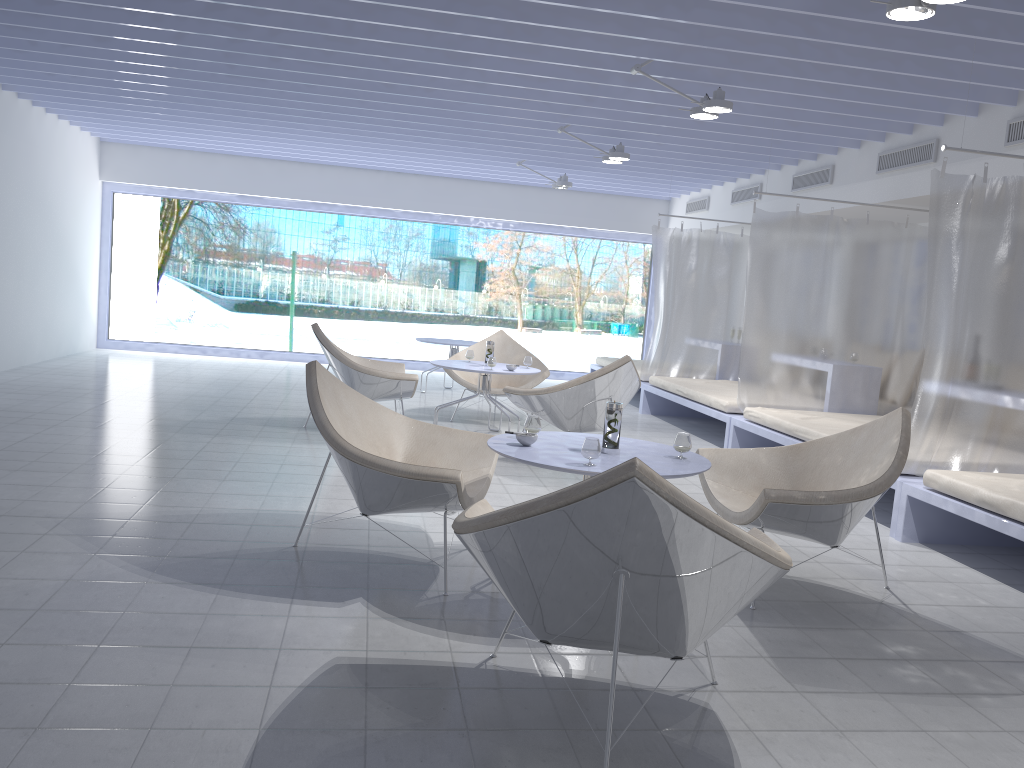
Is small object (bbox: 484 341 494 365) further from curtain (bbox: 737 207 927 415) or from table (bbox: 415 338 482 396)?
table (bbox: 415 338 482 396)

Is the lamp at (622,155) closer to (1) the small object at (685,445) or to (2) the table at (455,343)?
(2) the table at (455,343)

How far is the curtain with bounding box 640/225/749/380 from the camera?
8.7m

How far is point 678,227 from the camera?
11.17m

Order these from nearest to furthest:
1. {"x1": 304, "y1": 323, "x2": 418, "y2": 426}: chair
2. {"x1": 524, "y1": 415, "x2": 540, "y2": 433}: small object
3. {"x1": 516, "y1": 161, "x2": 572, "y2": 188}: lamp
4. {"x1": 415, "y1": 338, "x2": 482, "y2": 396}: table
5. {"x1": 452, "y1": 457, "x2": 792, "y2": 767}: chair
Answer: {"x1": 452, "y1": 457, "x2": 792, "y2": 767}: chair < {"x1": 524, "y1": 415, "x2": 540, "y2": 433}: small object < {"x1": 304, "y1": 323, "x2": 418, "y2": 426}: chair < {"x1": 415, "y1": 338, "x2": 482, "y2": 396}: table < {"x1": 516, "y1": 161, "x2": 572, "y2": 188}: lamp

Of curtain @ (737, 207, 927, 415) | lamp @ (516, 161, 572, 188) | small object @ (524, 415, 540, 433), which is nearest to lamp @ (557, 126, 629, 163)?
curtain @ (737, 207, 927, 415)

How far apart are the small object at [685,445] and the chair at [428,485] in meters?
0.8

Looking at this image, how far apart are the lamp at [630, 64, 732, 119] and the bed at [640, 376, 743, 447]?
A: 2.31m

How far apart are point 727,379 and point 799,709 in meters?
6.7

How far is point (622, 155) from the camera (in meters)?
7.10
